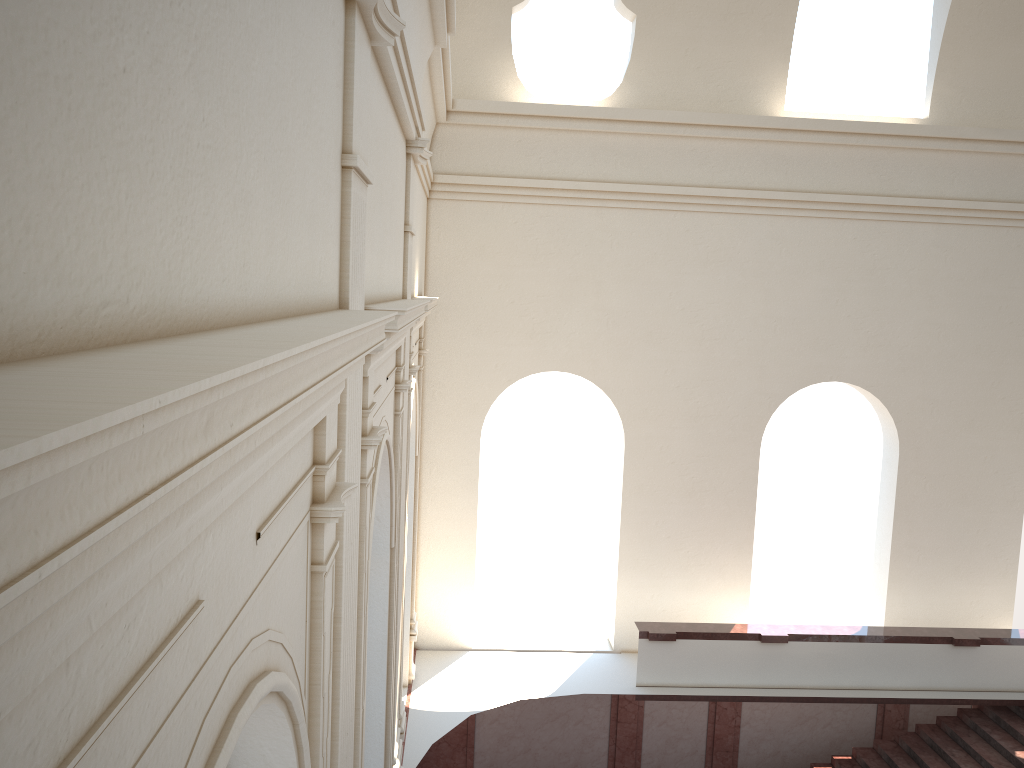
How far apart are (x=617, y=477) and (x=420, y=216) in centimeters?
534cm
